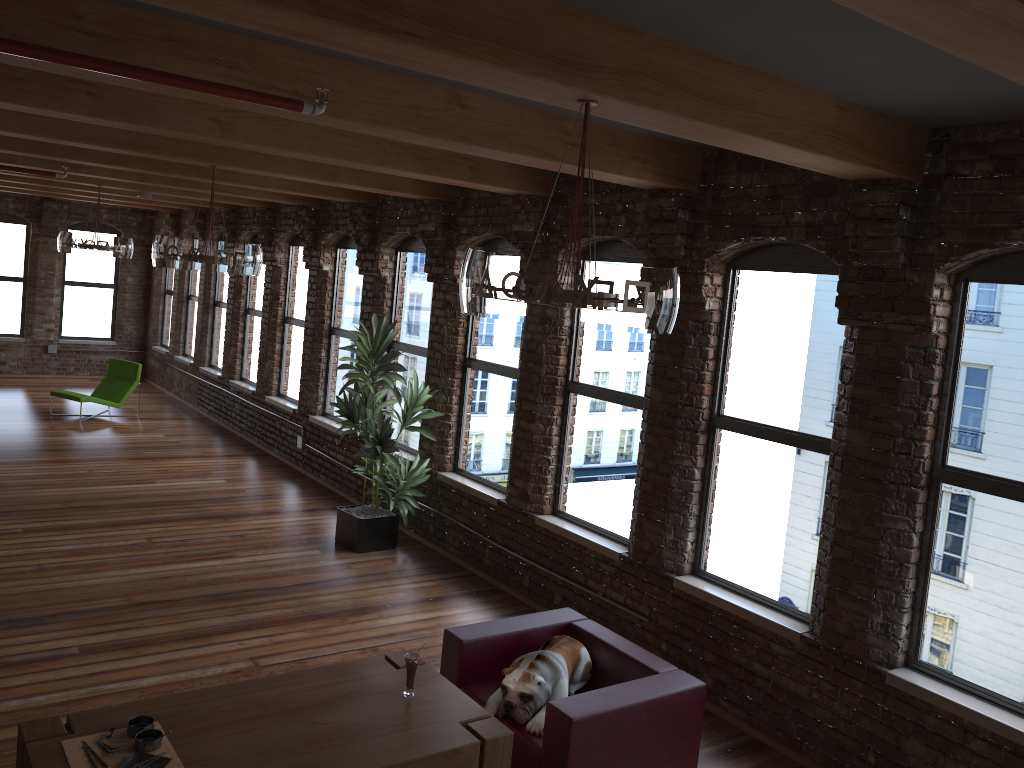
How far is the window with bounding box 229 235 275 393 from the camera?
12.4 meters

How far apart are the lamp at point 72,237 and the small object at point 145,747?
7.81m

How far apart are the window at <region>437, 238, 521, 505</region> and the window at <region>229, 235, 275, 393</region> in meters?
5.0

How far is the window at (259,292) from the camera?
12.39m

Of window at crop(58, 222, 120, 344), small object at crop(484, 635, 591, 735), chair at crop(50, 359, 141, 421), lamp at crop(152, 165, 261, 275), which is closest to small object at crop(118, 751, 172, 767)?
small object at crop(484, 635, 591, 735)

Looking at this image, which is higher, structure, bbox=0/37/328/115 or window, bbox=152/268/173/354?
structure, bbox=0/37/328/115

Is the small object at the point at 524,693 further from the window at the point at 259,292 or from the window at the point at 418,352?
the window at the point at 259,292

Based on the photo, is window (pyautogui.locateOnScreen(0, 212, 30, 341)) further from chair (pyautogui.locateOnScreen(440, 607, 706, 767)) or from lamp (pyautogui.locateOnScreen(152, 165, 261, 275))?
chair (pyautogui.locateOnScreen(440, 607, 706, 767))

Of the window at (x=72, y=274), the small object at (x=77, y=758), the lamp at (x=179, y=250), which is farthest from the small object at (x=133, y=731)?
the window at (x=72, y=274)

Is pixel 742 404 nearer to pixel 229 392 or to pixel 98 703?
pixel 98 703
